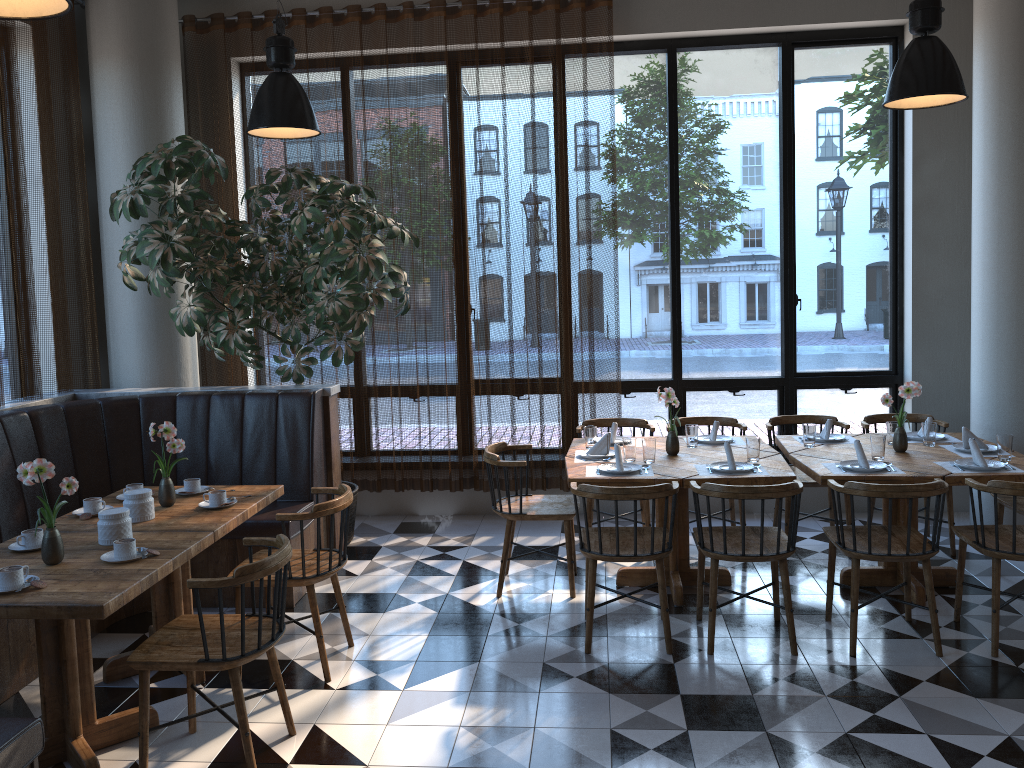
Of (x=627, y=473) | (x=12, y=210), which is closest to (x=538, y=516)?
(x=627, y=473)

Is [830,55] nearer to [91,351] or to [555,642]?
[555,642]

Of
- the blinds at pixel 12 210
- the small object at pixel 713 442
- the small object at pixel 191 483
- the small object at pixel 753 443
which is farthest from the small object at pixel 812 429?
the blinds at pixel 12 210

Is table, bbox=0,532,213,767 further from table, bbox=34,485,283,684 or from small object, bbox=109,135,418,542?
small object, bbox=109,135,418,542

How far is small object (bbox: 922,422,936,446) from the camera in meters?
5.1 m

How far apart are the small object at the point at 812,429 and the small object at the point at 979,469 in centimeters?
76cm

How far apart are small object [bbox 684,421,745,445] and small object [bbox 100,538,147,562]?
3.26m

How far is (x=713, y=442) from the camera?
5.3m

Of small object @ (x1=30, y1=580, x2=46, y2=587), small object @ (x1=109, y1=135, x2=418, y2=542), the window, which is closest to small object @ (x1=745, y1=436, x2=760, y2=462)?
the window

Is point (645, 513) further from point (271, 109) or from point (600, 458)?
point (271, 109)
